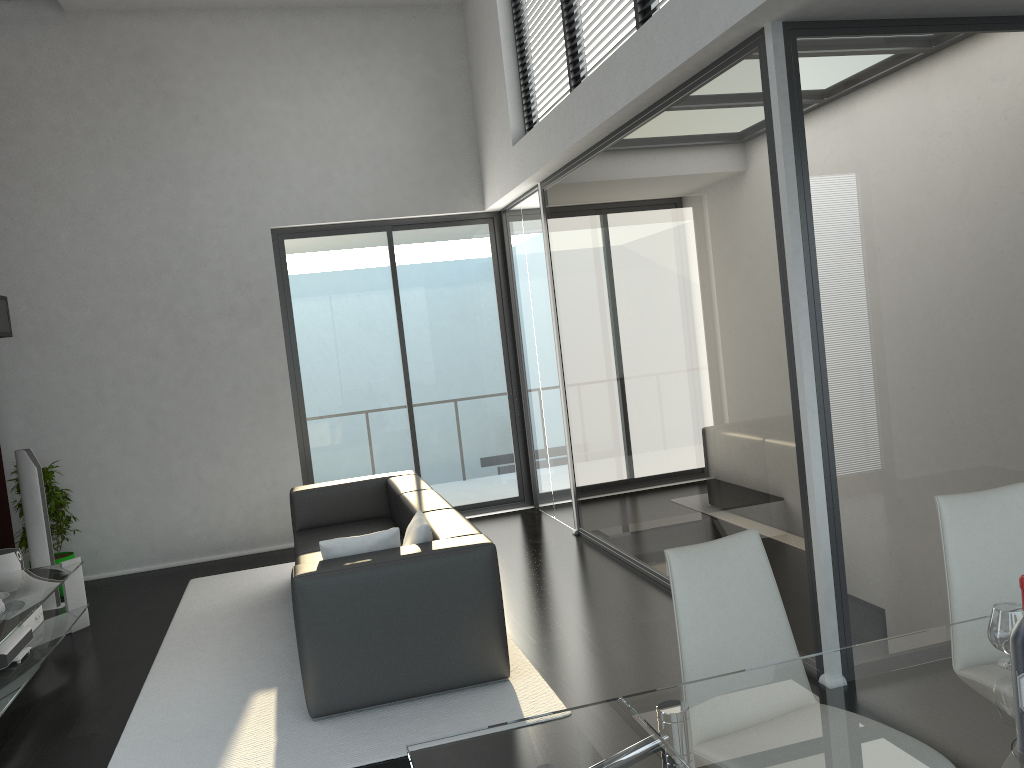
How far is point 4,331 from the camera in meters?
6.4 m

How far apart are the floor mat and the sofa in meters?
0.0

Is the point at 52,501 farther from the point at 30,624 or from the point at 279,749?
the point at 279,749

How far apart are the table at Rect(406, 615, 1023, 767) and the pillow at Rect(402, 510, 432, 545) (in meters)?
2.25

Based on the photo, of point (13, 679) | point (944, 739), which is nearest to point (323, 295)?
point (13, 679)

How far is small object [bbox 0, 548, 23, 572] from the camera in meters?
5.8

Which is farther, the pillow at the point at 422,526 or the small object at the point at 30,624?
the small object at the point at 30,624

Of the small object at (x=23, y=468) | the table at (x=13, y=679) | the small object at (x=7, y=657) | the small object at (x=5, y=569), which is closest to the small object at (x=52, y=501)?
the small object at (x=23, y=468)

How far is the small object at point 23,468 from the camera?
6.2m

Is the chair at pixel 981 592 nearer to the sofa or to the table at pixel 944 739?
the table at pixel 944 739
